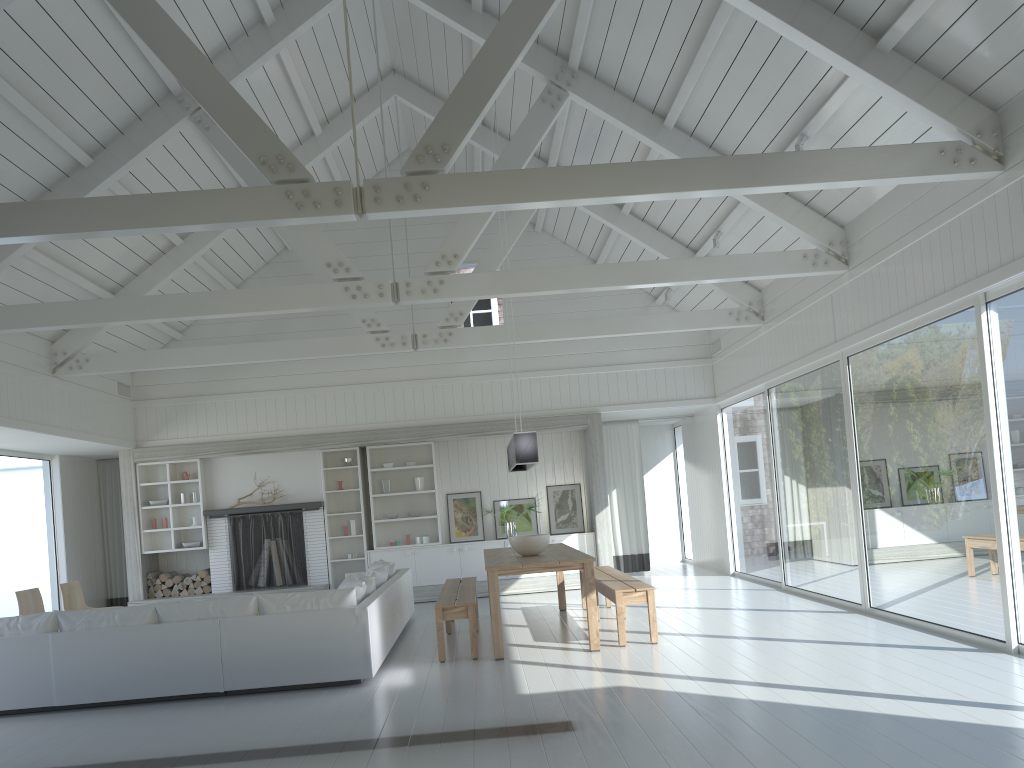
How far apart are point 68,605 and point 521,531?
5.7m

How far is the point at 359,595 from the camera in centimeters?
712cm

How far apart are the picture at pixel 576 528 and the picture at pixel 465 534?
1.0 meters

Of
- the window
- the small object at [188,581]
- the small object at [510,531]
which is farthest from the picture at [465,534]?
the small object at [188,581]

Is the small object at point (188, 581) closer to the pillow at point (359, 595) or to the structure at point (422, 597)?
the structure at point (422, 597)

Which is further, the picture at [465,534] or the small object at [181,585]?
the picture at [465,534]

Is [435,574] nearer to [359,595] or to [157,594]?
[157,594]

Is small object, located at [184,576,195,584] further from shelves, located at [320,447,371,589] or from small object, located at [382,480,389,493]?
small object, located at [382,480,389,493]

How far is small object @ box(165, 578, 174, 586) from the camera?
11.92m

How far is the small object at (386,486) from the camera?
12.3m
